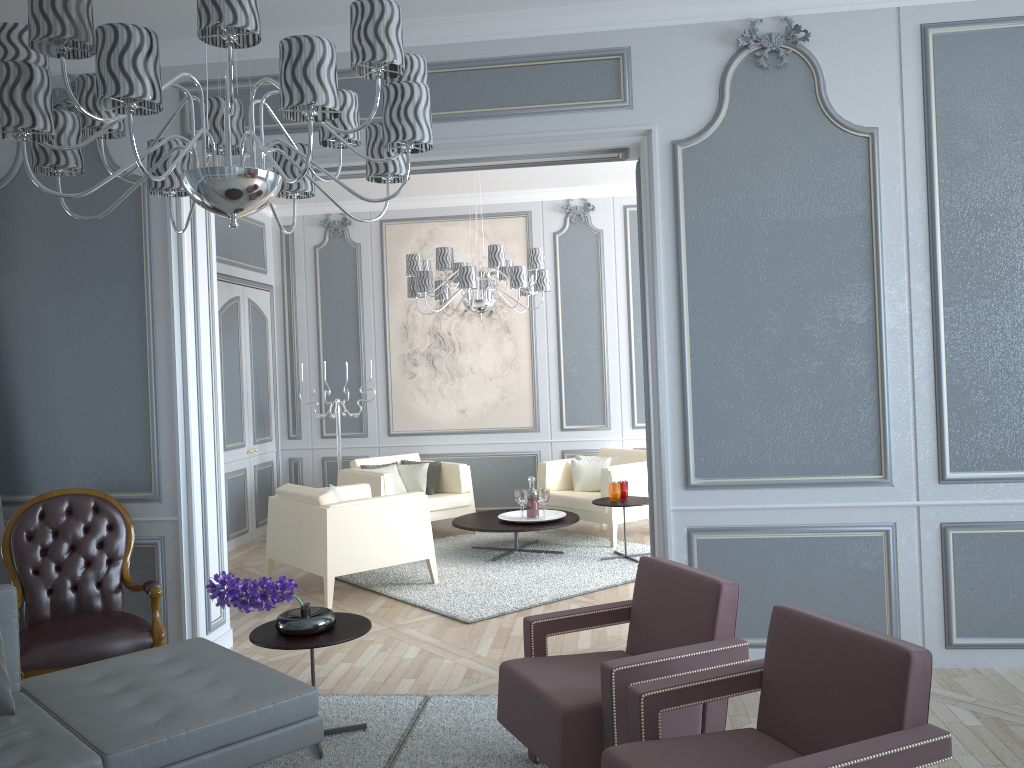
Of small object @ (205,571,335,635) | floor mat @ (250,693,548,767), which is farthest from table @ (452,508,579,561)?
small object @ (205,571,335,635)

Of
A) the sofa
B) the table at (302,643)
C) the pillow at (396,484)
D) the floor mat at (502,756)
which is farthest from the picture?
the sofa

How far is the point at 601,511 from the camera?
6.2m

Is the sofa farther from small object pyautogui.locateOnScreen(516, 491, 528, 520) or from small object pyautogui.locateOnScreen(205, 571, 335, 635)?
small object pyautogui.locateOnScreen(516, 491, 528, 520)

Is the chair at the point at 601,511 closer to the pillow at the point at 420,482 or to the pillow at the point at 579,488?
the pillow at the point at 579,488

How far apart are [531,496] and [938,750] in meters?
4.3 m

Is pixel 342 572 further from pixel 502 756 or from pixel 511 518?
pixel 502 756

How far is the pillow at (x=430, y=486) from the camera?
6.9 meters

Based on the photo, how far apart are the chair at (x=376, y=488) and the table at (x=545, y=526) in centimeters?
Result: 40cm

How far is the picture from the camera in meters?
7.4 m
